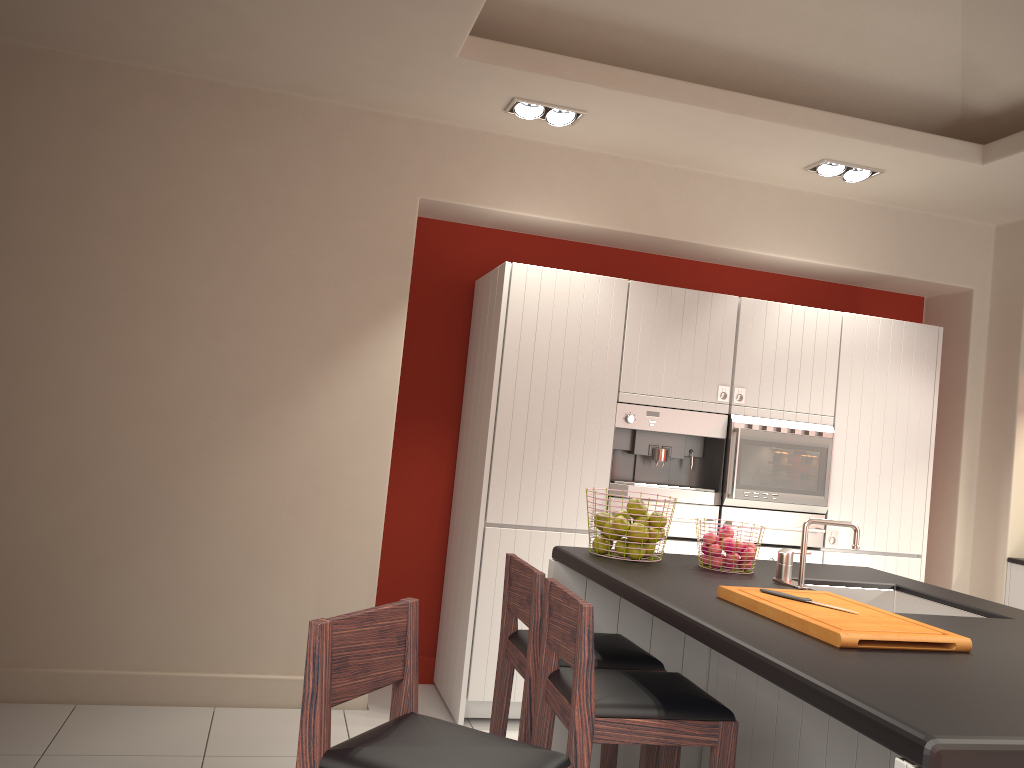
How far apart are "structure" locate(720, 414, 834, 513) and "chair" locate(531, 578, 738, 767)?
2.0 meters

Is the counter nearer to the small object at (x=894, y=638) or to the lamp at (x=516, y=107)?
the small object at (x=894, y=638)

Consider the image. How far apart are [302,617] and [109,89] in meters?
2.7 m

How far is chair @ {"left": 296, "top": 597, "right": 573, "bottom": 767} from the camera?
1.8m

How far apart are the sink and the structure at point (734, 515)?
1.4 meters

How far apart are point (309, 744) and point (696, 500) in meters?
3.0 m

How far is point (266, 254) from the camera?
4.4 meters

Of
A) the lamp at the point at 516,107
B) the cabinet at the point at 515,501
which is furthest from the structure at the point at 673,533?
the lamp at the point at 516,107

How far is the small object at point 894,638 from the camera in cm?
209

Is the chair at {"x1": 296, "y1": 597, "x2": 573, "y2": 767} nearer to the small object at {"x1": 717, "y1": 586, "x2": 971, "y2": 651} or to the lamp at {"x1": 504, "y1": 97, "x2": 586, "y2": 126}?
the small object at {"x1": 717, "y1": 586, "x2": 971, "y2": 651}
